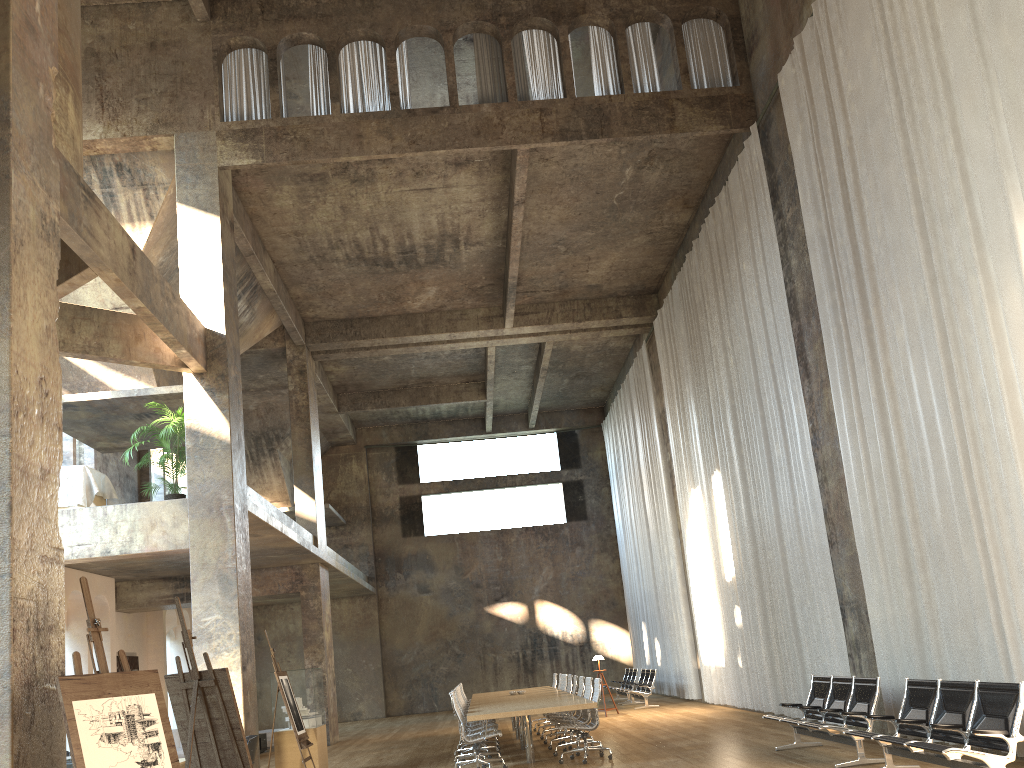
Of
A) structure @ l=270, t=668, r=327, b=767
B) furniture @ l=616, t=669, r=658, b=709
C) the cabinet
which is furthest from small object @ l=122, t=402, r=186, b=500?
furniture @ l=616, t=669, r=658, b=709

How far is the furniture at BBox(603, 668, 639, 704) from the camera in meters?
21.9

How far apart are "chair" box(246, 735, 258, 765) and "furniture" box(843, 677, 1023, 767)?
5.6m

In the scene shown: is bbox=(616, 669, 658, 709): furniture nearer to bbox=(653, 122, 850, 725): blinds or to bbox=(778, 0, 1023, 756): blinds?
bbox=(653, 122, 850, 725): blinds

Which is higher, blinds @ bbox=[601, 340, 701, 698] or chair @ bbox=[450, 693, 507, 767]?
blinds @ bbox=[601, 340, 701, 698]

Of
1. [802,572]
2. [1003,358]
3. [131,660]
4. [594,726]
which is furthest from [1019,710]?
[131,660]

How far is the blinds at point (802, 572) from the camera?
12.3 meters

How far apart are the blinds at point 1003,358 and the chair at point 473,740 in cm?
470

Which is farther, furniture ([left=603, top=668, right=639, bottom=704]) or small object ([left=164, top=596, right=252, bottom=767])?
furniture ([left=603, top=668, right=639, bottom=704])

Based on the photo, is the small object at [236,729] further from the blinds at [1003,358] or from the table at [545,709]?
the blinds at [1003,358]
